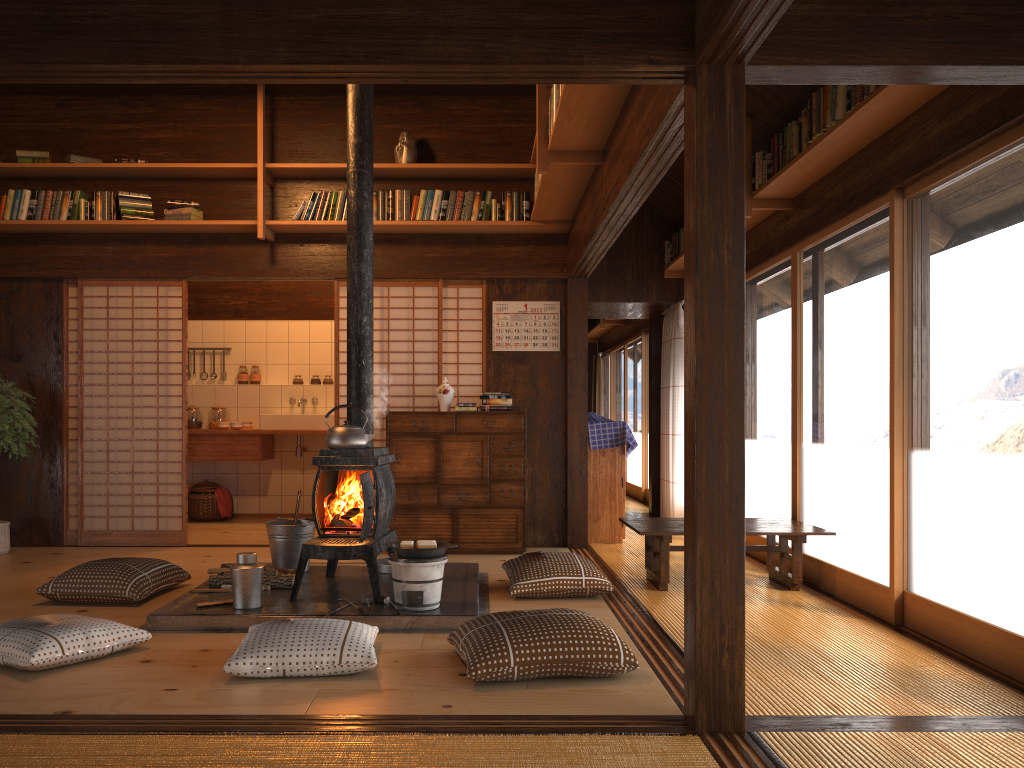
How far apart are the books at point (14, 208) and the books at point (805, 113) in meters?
5.2

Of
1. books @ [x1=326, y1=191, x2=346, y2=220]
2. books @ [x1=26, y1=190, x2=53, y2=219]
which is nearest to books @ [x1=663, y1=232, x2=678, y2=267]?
books @ [x1=326, y1=191, x2=346, y2=220]

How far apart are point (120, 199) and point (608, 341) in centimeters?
820cm

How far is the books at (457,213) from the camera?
6.42m

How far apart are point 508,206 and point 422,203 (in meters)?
0.63

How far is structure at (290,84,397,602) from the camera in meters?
4.3

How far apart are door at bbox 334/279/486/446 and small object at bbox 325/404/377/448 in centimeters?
205cm

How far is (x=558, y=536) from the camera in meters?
6.7

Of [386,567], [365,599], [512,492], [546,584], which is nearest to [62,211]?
[386,567]

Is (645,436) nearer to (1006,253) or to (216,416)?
(216,416)
